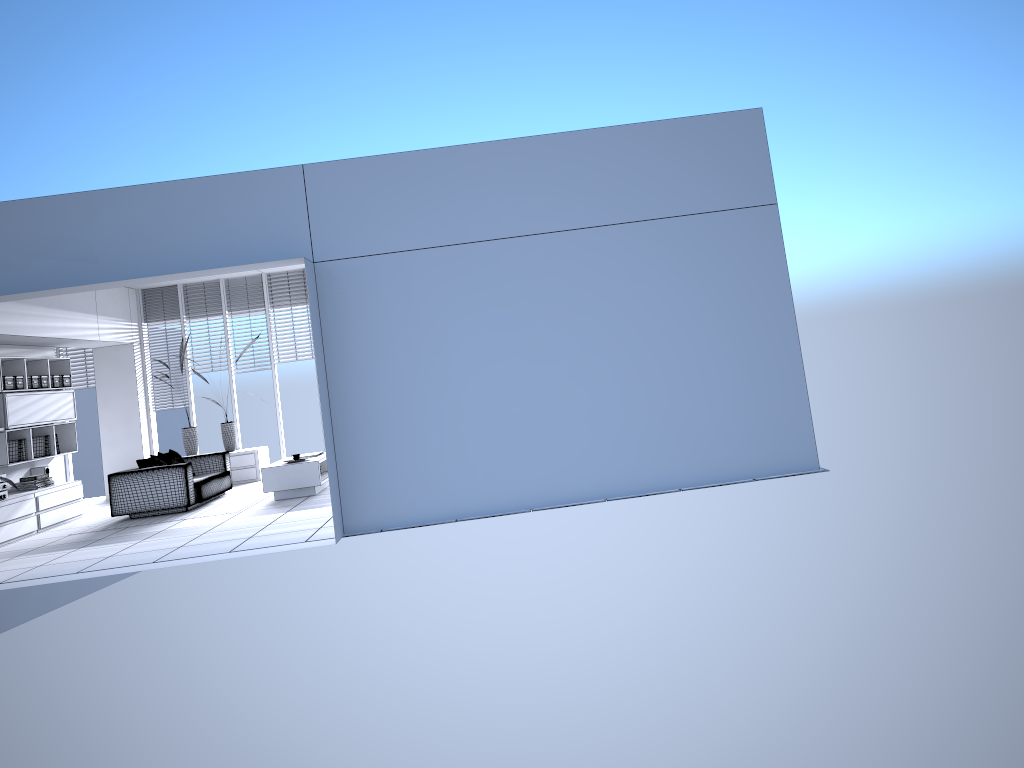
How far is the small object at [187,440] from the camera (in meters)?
12.96

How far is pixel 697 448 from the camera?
7.3 meters

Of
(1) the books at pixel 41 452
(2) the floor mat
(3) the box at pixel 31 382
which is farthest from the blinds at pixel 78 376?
(2) the floor mat

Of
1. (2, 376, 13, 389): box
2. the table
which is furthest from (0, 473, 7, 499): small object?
the table

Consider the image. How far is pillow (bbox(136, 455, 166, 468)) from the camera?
10.3 meters

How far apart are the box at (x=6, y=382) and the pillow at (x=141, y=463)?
1.7 meters

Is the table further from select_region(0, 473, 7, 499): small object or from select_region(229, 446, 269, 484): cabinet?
select_region(0, 473, 7, 499): small object

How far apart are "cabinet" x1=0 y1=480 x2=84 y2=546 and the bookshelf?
0.4 meters

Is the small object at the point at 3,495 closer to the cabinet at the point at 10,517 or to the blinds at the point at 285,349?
the cabinet at the point at 10,517

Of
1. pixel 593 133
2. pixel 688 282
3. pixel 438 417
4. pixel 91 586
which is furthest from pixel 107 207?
pixel 91 586
